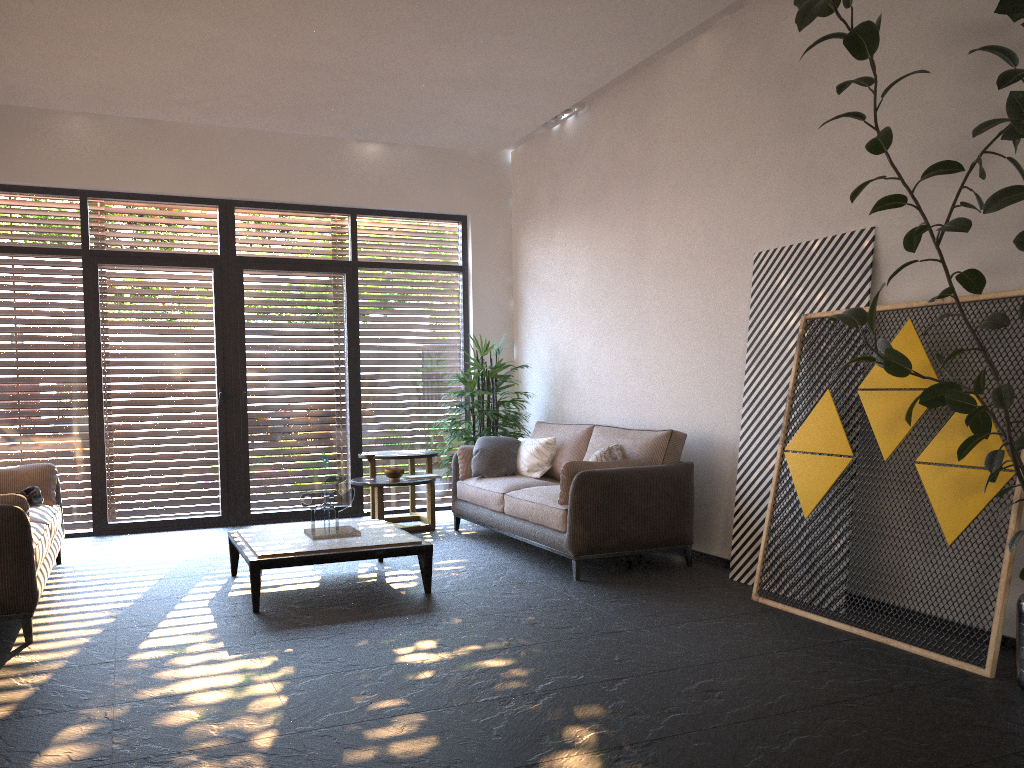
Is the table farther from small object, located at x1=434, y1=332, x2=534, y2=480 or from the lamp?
the lamp

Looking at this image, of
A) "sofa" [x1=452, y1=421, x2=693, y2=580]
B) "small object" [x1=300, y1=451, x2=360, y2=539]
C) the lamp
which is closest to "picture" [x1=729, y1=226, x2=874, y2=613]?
"sofa" [x1=452, y1=421, x2=693, y2=580]

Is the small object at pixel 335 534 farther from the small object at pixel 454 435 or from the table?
the small object at pixel 454 435

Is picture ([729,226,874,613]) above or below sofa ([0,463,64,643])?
above

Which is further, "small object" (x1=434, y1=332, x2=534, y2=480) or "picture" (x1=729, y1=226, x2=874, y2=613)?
"small object" (x1=434, y1=332, x2=534, y2=480)

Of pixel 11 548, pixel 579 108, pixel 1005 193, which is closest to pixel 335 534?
pixel 11 548

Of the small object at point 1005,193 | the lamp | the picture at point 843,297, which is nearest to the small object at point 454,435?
the lamp

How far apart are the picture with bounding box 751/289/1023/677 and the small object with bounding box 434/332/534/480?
3.2 meters

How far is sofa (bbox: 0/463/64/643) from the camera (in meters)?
4.20

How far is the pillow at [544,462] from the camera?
7.0 meters
